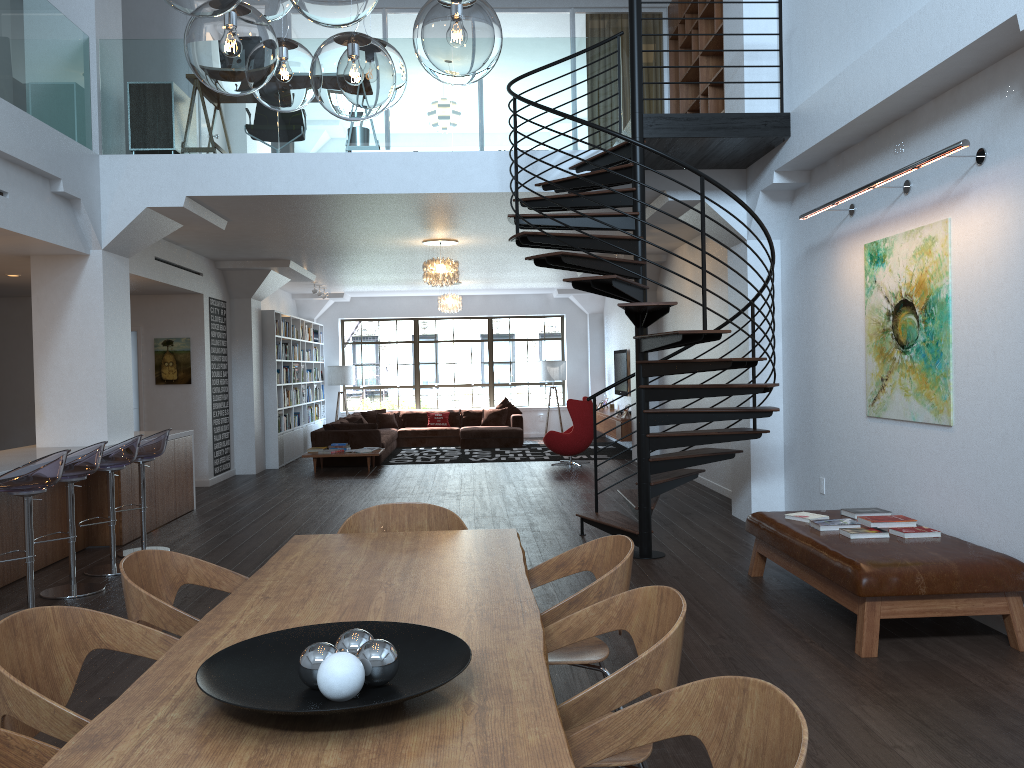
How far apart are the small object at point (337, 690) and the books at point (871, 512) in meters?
4.5

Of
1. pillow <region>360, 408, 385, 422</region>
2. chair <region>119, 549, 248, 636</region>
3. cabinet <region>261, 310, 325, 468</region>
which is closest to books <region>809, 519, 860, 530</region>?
chair <region>119, 549, 248, 636</region>

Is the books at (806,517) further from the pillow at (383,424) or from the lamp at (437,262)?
the pillow at (383,424)

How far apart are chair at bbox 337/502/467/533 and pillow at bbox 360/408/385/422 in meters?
13.1 m

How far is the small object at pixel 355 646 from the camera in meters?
2.0

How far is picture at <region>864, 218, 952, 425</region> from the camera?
5.2 meters

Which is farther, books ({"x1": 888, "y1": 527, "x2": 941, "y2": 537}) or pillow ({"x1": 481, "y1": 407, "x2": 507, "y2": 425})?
pillow ({"x1": 481, "y1": 407, "x2": 507, "y2": 425})

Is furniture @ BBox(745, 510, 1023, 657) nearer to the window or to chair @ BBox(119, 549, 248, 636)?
chair @ BBox(119, 549, 248, 636)

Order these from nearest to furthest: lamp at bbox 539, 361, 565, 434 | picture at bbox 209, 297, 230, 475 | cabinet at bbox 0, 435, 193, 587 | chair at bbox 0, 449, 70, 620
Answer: chair at bbox 0, 449, 70, 620, cabinet at bbox 0, 435, 193, 587, picture at bbox 209, 297, 230, 475, lamp at bbox 539, 361, 565, 434

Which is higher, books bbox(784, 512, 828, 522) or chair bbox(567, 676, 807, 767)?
chair bbox(567, 676, 807, 767)
